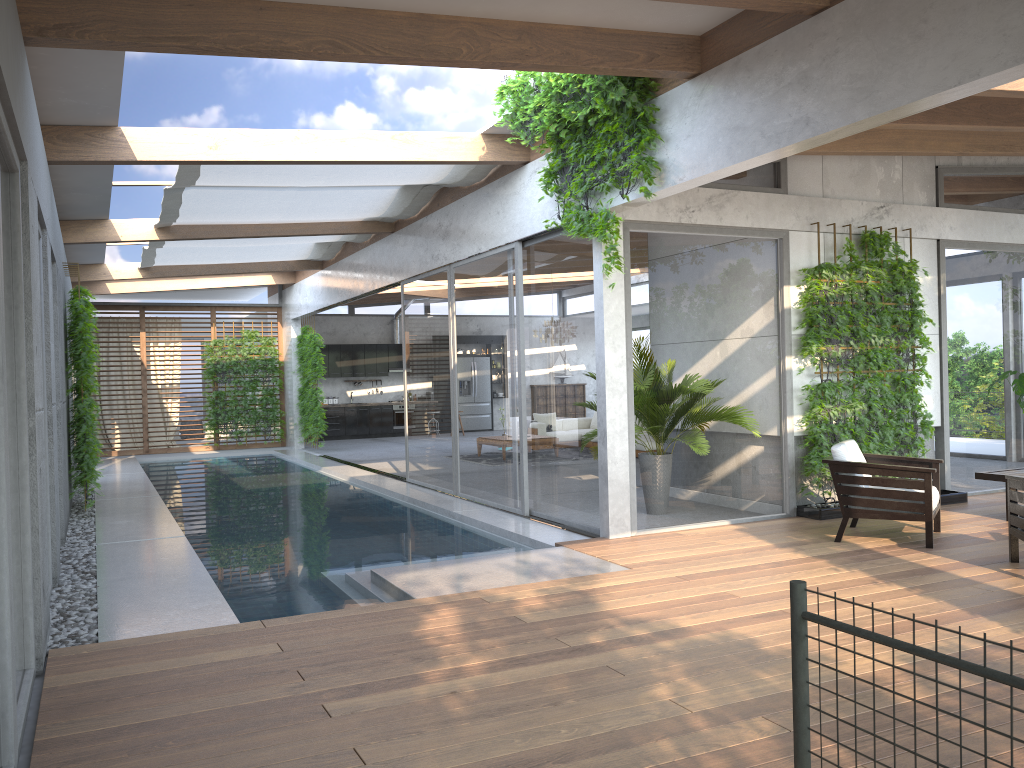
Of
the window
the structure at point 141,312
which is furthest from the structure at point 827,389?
the structure at point 141,312

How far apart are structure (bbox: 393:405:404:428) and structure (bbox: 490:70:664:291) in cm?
1440

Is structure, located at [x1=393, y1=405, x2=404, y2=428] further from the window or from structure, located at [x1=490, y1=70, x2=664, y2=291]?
structure, located at [x1=490, y1=70, x2=664, y2=291]

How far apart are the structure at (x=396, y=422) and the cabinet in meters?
0.2 m

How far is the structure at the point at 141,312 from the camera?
18.3 meters

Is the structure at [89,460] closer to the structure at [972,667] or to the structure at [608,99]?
the structure at [608,99]

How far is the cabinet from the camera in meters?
21.2

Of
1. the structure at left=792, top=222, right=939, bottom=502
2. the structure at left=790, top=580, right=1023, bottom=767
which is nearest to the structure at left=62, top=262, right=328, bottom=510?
the structure at left=792, top=222, right=939, bottom=502

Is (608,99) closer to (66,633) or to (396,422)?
(66,633)

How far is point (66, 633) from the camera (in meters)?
4.98
